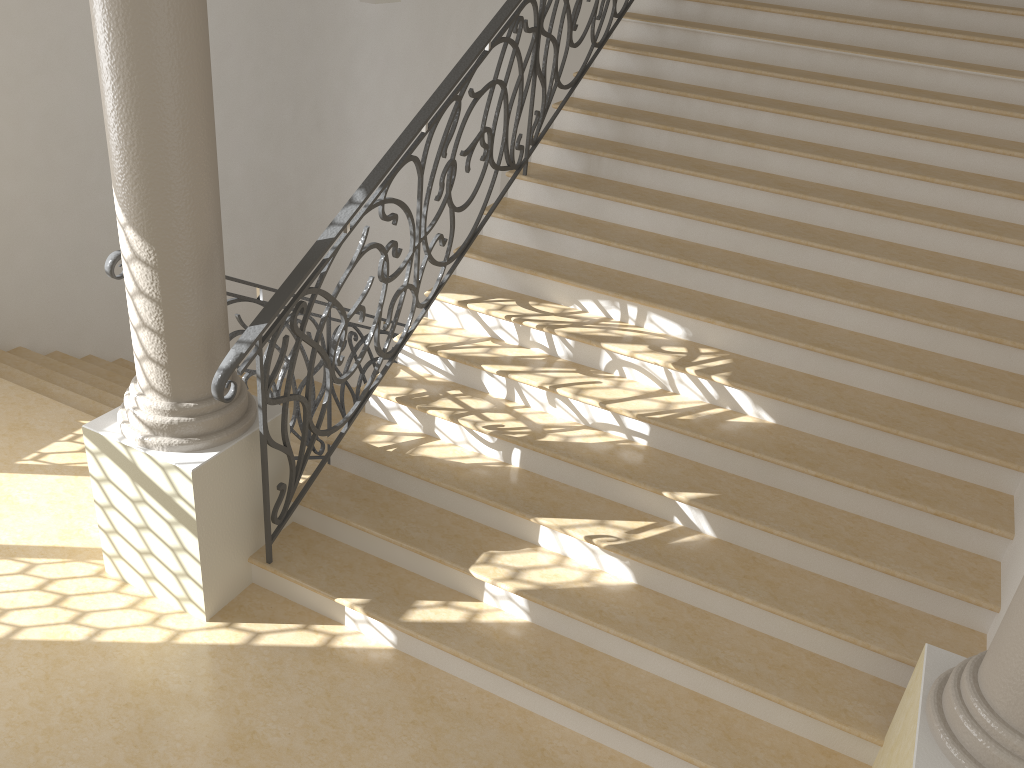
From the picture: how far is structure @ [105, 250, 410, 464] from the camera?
3.7m

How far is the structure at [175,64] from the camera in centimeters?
301cm

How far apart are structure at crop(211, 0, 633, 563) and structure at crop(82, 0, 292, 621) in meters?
0.1

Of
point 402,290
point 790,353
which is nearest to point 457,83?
point 402,290

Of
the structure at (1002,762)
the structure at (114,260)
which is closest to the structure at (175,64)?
the structure at (114,260)

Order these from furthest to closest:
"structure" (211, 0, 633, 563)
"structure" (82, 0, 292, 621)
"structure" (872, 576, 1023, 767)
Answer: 1. "structure" (211, 0, 633, 563)
2. "structure" (82, 0, 292, 621)
3. "structure" (872, 576, 1023, 767)

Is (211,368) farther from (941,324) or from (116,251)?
(941,324)

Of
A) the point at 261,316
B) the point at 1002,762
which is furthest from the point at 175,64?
the point at 1002,762

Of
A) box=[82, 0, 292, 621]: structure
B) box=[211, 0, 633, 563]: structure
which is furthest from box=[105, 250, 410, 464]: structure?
box=[211, 0, 633, 563]: structure

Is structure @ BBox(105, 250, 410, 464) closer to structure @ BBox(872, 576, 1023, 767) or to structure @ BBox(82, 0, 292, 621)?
structure @ BBox(82, 0, 292, 621)
